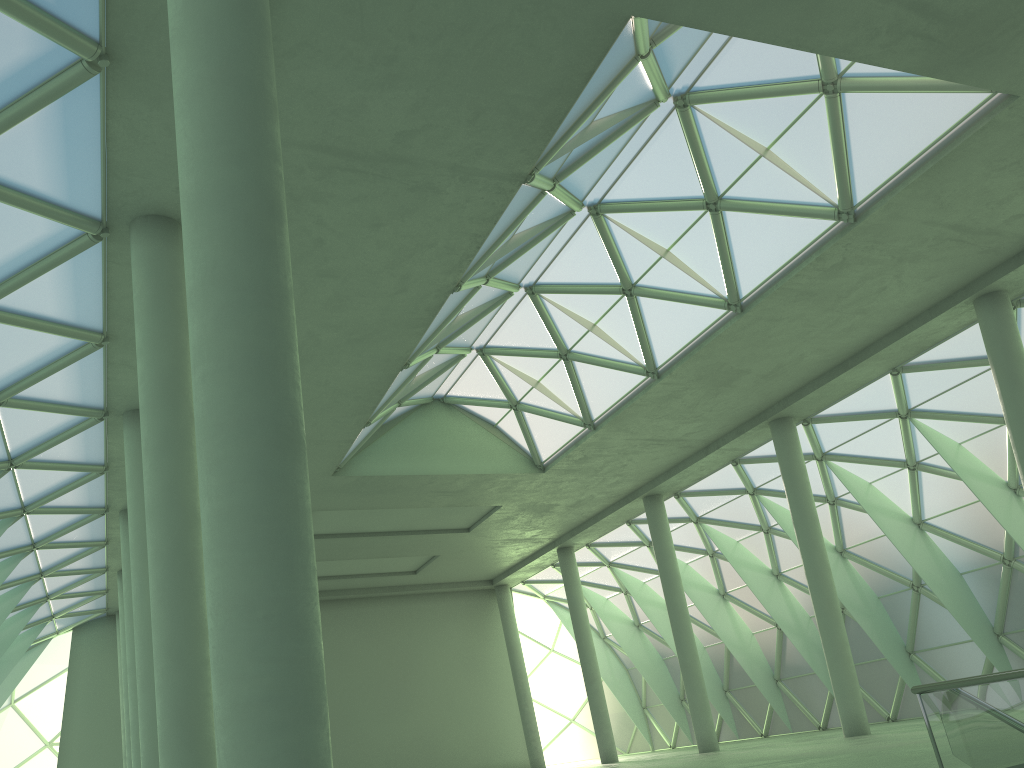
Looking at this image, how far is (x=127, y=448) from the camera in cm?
2818

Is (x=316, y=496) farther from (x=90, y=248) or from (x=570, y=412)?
(x=90, y=248)
